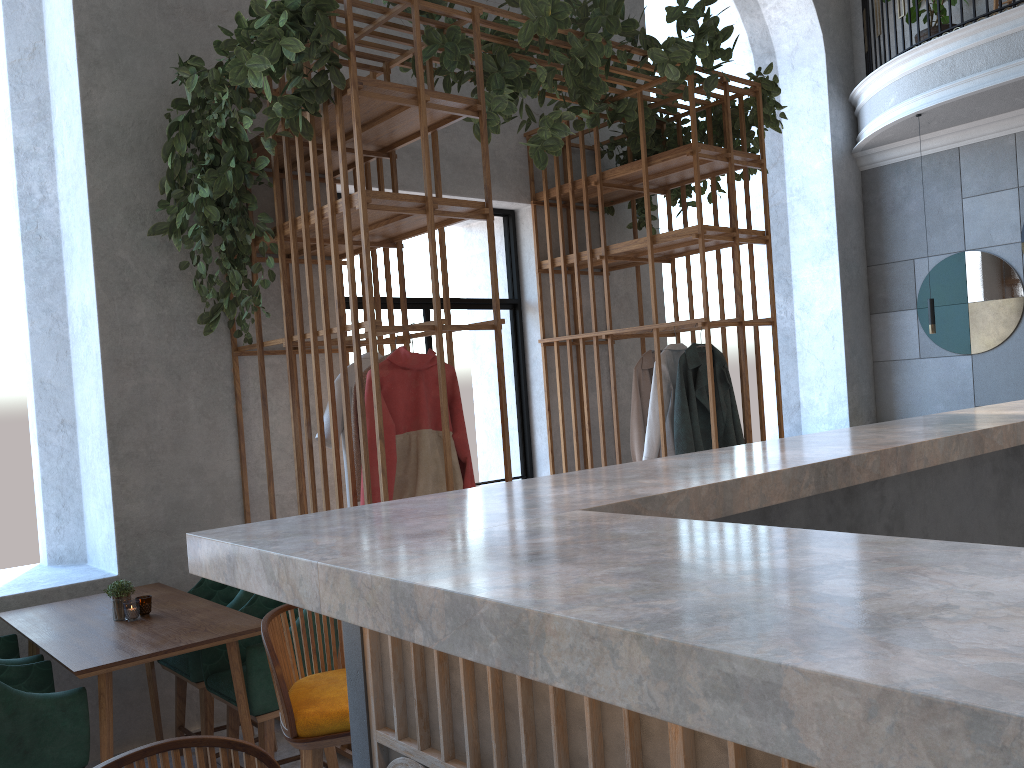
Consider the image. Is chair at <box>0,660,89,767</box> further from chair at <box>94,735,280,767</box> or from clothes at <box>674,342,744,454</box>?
clothes at <box>674,342,744,454</box>

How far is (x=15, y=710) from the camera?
2.6m

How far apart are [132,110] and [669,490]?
3.5m

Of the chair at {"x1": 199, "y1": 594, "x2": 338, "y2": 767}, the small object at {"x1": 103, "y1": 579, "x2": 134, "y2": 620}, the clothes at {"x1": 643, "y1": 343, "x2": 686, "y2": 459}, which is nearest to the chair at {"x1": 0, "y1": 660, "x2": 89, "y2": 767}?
the small object at {"x1": 103, "y1": 579, "x2": 134, "y2": 620}

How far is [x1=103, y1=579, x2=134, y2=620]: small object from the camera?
3.3m

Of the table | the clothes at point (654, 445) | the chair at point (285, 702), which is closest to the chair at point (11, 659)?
the table

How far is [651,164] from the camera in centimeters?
500cm

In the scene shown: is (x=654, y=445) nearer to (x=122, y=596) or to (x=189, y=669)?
(x=189, y=669)

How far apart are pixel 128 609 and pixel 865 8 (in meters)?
7.98

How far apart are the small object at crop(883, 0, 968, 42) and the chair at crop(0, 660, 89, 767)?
7.9 meters
